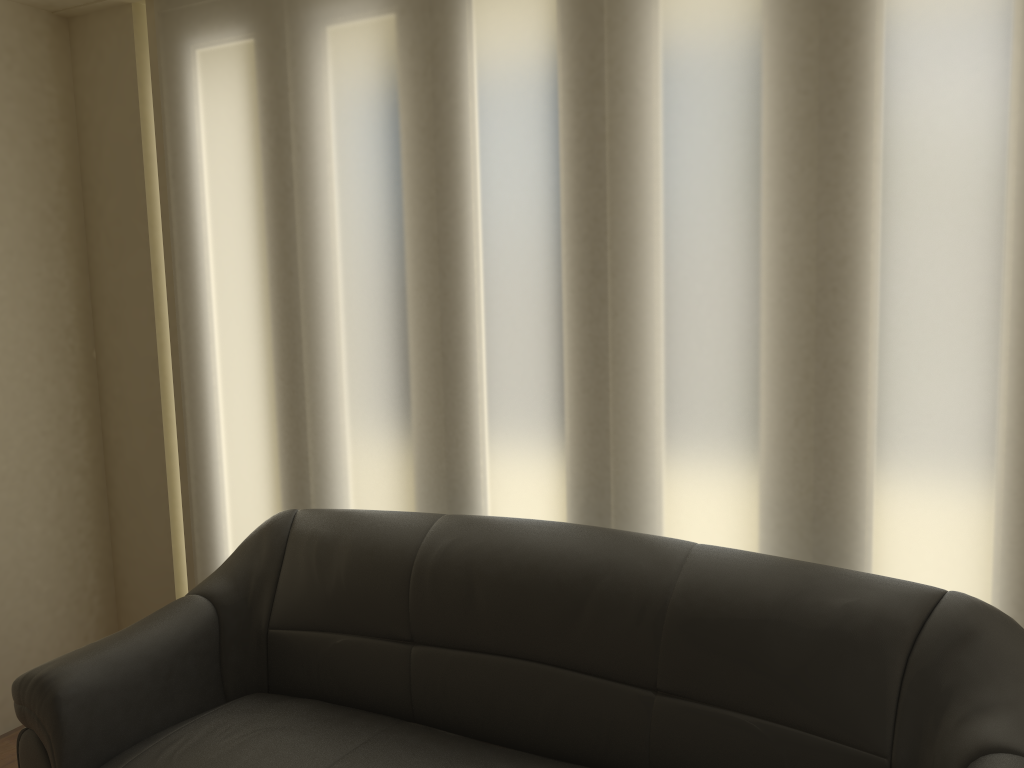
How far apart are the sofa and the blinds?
0.2m

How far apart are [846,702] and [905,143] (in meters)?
1.26

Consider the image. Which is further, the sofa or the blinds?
the blinds

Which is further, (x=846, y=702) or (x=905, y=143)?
(x=905, y=143)

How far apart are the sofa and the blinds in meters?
0.2 m

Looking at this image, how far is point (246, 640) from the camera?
2.6 meters

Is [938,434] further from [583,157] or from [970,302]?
[583,157]

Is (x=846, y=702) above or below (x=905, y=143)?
below

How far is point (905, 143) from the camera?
2.06m

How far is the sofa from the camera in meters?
1.9 m
